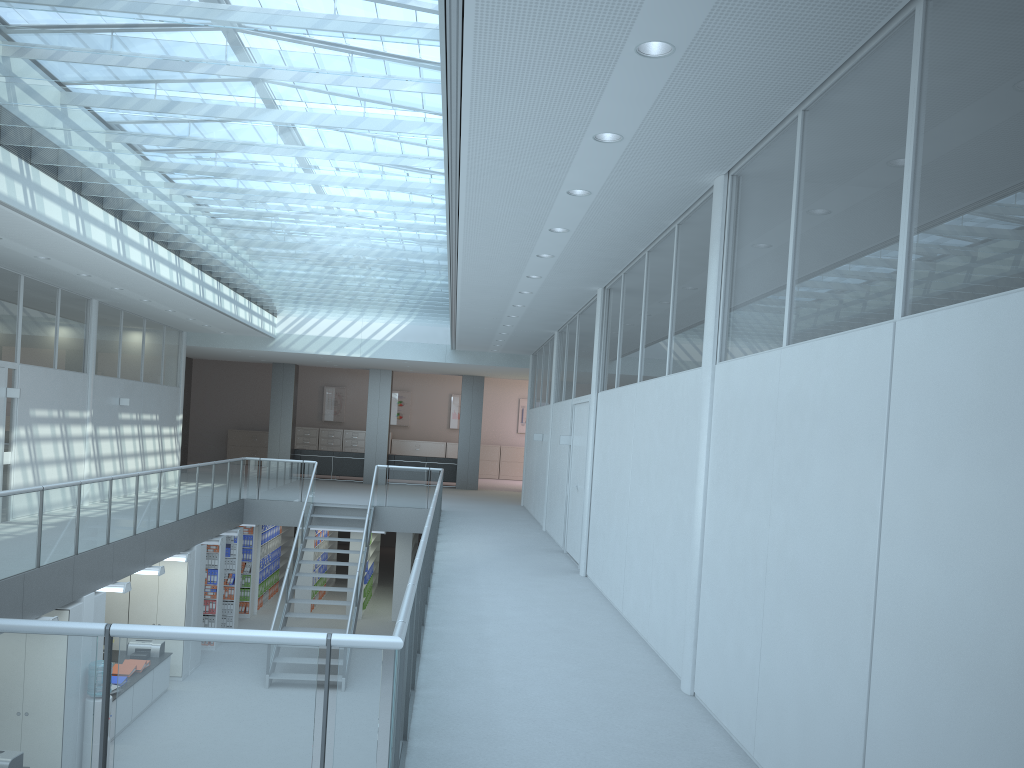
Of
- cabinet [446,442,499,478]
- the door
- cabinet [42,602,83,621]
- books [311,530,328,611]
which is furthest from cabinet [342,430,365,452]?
cabinet [42,602,83,621]

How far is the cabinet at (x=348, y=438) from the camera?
26.5 meters

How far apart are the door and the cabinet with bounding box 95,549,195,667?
5.4m

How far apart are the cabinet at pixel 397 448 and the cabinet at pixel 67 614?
18.1m

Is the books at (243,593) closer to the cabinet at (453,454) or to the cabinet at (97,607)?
the cabinet at (97,607)

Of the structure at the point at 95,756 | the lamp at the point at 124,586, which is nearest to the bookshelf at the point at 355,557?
the lamp at the point at 124,586

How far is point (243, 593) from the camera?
16.4m

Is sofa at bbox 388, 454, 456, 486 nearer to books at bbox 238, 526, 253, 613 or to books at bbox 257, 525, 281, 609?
books at bbox 257, 525, 281, 609

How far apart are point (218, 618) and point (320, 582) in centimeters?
393cm

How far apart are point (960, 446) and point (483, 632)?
4.4m
